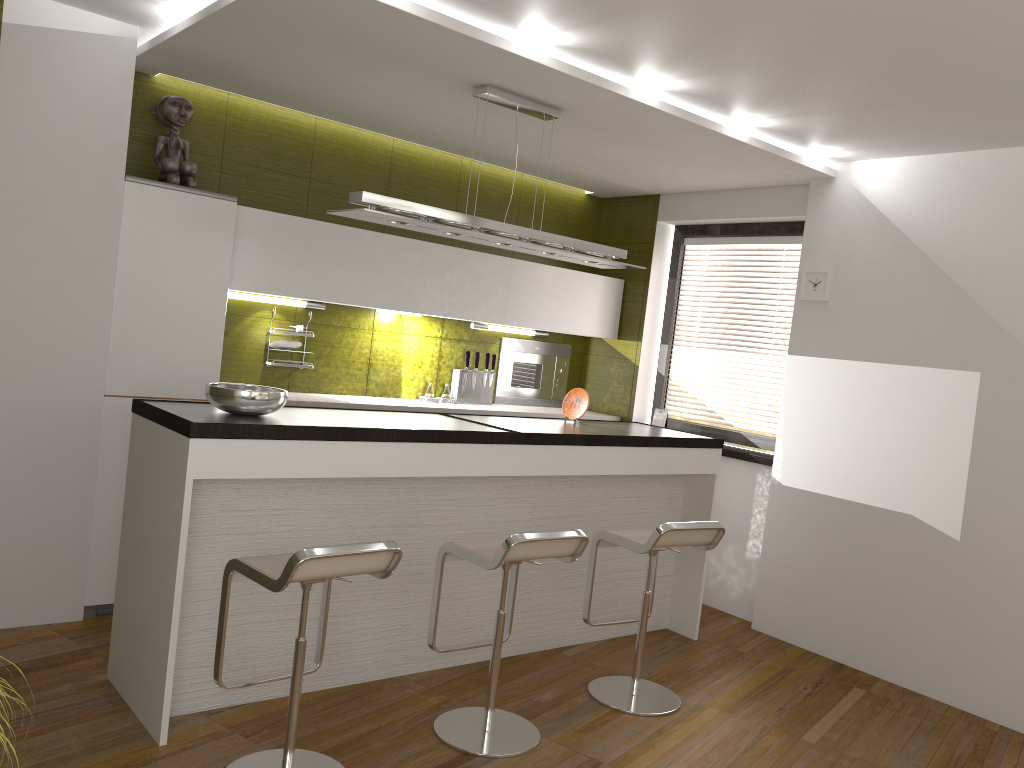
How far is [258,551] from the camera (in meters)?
3.45

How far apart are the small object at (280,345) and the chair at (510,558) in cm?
203

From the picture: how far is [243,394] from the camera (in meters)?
3.33

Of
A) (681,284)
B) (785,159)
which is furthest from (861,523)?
(681,284)

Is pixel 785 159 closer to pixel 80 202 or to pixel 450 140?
pixel 450 140

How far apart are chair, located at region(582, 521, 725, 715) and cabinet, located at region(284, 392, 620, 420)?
1.62m

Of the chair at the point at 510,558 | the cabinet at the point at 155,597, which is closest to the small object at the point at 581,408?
the cabinet at the point at 155,597

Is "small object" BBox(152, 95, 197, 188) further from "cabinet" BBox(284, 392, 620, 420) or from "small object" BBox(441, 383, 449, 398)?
"small object" BBox(441, 383, 449, 398)

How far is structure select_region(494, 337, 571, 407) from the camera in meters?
6.2

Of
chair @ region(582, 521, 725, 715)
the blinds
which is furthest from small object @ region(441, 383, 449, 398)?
chair @ region(582, 521, 725, 715)
